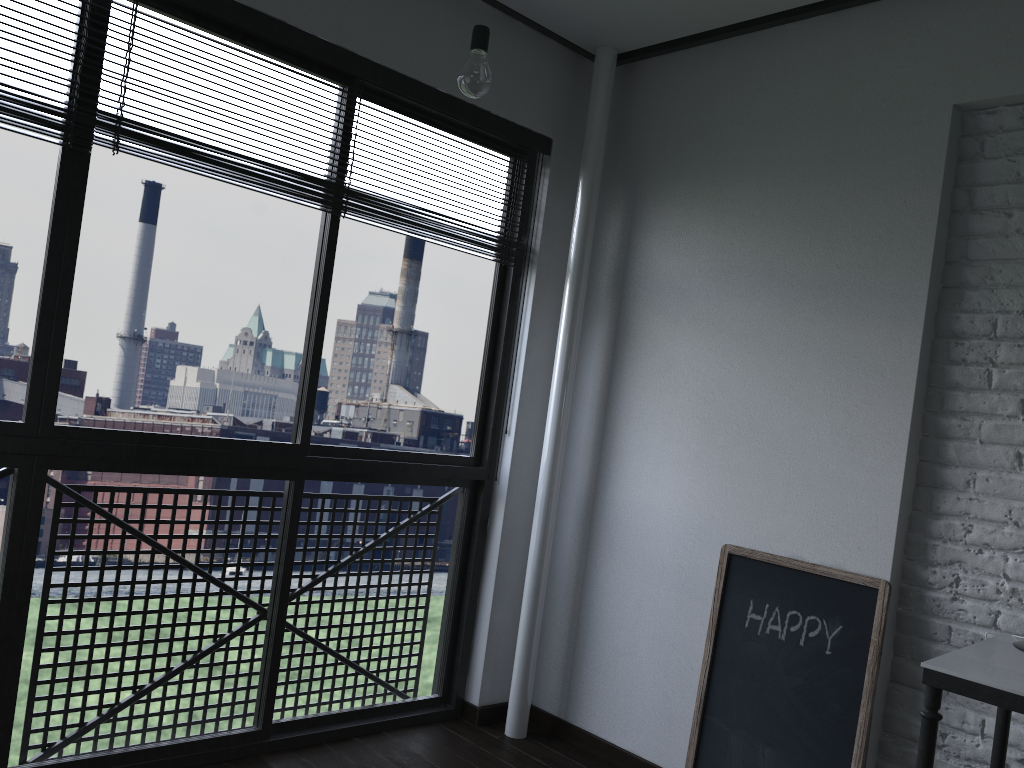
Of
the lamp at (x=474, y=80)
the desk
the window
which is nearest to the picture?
the desk

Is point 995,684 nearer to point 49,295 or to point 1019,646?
point 1019,646

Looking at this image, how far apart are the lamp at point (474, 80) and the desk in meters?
1.5 m

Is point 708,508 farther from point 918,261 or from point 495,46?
point 495,46

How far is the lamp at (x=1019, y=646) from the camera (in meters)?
1.90

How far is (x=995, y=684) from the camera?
1.6m

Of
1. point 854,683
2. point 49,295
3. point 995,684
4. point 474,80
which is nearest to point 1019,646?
point 995,684

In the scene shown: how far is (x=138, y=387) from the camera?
19.9m

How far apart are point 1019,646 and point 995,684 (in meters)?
0.39

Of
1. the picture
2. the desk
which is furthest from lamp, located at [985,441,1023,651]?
the picture
